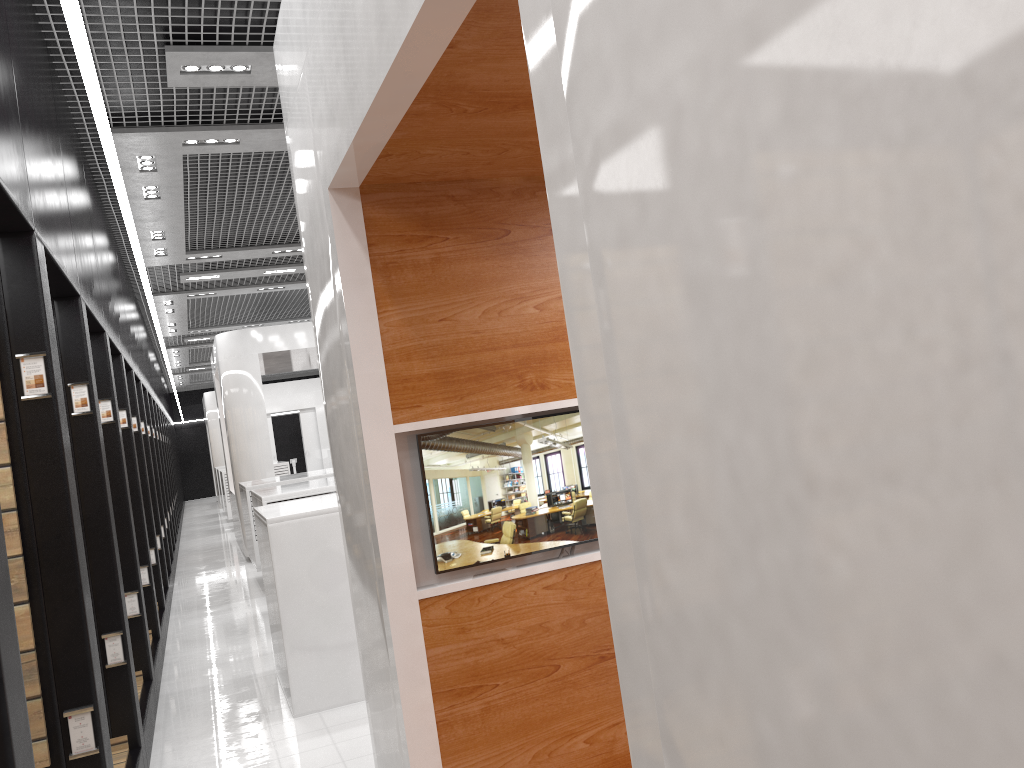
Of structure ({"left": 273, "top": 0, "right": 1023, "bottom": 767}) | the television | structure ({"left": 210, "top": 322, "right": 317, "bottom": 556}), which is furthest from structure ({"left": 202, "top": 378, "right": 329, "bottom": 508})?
the television

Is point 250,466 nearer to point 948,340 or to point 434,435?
point 434,435

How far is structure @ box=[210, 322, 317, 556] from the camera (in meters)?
12.64

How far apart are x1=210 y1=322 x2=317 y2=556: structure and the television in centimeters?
1017cm

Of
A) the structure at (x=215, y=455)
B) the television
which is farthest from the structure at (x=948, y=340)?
the structure at (x=215, y=455)

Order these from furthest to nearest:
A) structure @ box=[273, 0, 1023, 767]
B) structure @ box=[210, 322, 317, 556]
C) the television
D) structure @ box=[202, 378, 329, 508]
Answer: structure @ box=[202, 378, 329, 508], structure @ box=[210, 322, 317, 556], the television, structure @ box=[273, 0, 1023, 767]

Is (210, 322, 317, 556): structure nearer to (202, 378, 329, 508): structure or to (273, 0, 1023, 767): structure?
(273, 0, 1023, 767): structure

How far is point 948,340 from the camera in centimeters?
66cm

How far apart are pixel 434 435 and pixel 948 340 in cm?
243

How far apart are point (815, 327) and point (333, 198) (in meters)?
2.40
